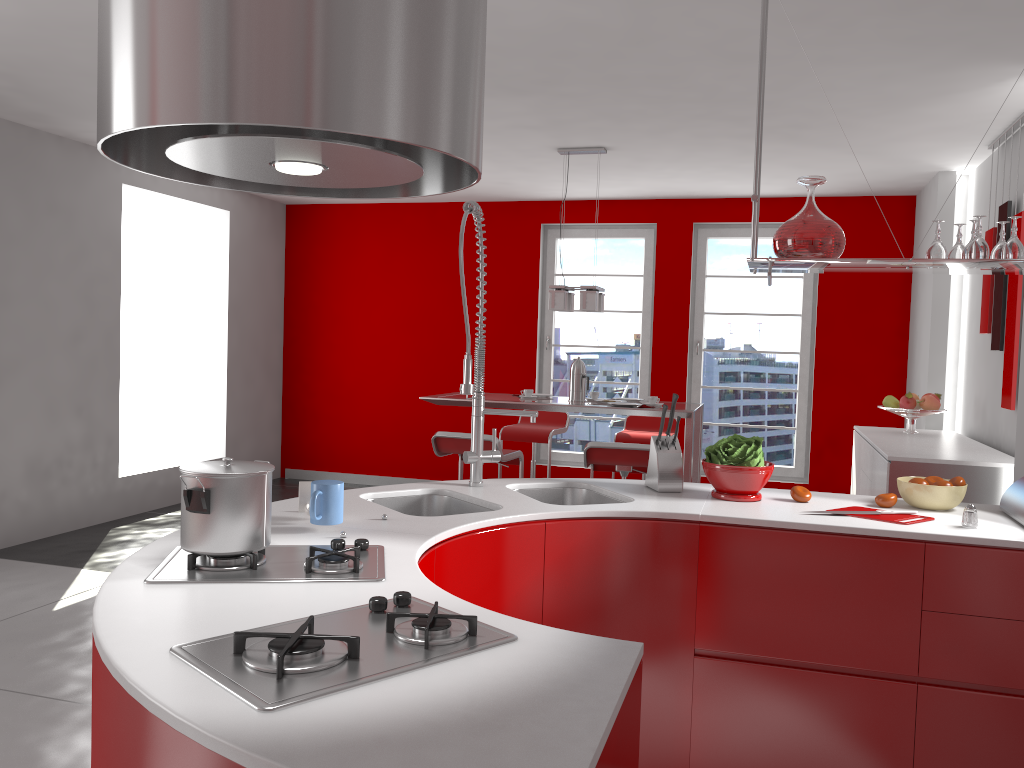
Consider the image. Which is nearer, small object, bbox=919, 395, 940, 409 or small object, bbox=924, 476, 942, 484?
small object, bbox=924, 476, 942, 484

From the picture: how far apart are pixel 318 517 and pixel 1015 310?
3.9m

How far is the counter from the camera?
1.05m

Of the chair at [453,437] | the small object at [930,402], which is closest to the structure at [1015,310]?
the small object at [930,402]

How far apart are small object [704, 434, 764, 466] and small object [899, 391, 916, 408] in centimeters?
295cm

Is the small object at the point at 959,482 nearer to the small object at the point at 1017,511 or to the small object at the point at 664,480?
the small object at the point at 1017,511

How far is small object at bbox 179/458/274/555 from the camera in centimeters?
174cm

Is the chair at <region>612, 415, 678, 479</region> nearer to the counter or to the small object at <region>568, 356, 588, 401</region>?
the small object at <region>568, 356, 588, 401</region>

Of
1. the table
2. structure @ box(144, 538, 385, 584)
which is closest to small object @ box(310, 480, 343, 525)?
structure @ box(144, 538, 385, 584)

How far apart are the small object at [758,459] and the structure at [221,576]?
1.3 meters
